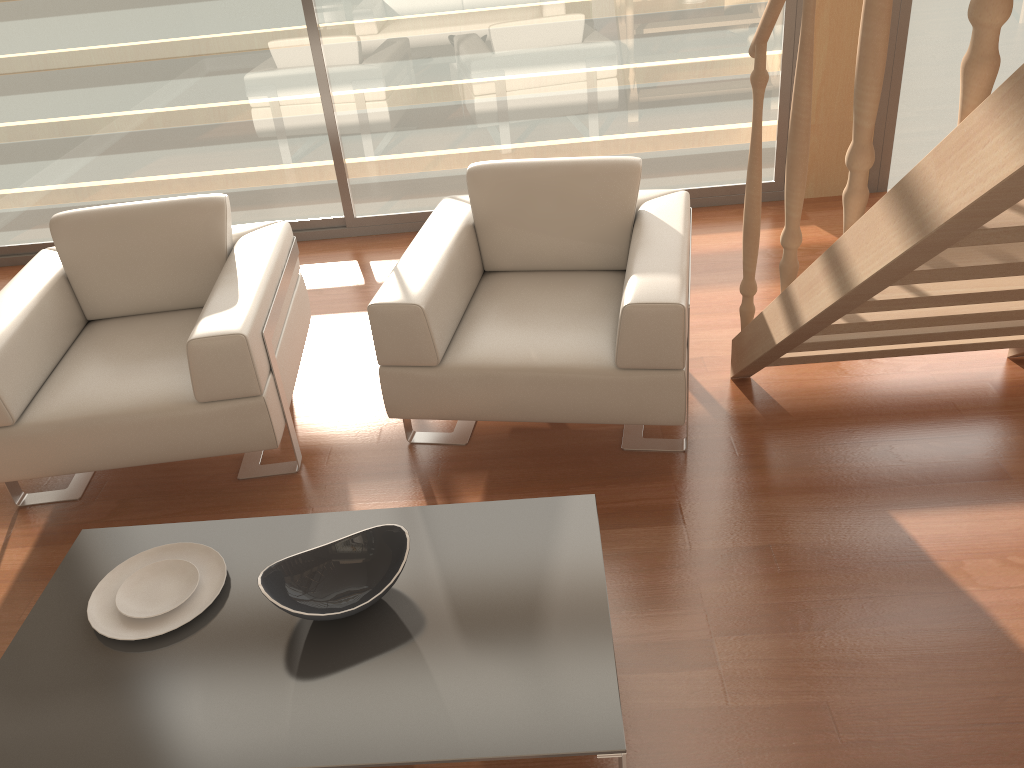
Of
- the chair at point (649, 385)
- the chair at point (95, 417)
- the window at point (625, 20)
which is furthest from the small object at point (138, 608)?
the window at point (625, 20)

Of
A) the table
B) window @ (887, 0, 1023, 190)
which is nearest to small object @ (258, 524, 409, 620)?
the table

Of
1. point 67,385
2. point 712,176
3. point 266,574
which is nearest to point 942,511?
point 266,574

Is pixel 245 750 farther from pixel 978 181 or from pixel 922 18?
pixel 922 18

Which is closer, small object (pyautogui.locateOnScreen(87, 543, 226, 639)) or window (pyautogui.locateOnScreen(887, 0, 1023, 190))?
small object (pyautogui.locateOnScreen(87, 543, 226, 639))

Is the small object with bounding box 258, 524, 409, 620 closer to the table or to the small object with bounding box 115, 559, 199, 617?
the table

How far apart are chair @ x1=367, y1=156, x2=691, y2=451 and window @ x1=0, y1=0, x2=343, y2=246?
1.4m

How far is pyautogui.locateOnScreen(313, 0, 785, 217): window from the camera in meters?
4.0

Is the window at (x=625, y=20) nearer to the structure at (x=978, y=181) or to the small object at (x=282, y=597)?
the structure at (x=978, y=181)

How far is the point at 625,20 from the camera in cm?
398
